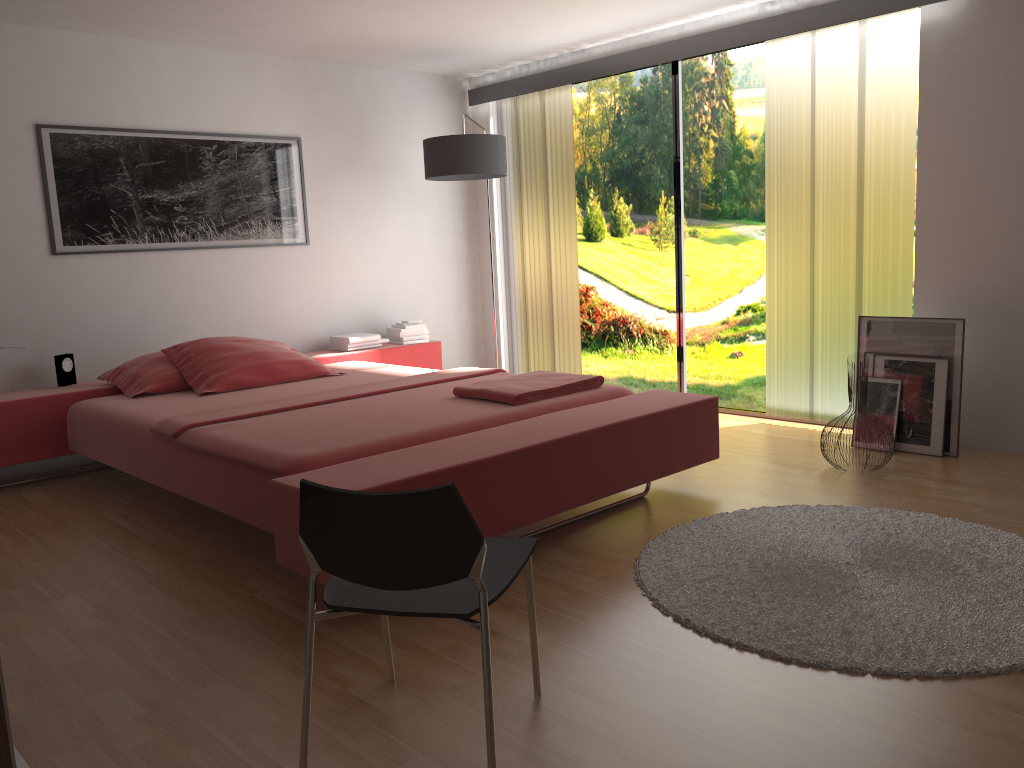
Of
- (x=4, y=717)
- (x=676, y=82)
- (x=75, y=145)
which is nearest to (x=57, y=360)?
(x=75, y=145)

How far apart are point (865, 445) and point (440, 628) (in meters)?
2.62

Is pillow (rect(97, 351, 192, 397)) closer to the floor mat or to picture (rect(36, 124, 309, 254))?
picture (rect(36, 124, 309, 254))

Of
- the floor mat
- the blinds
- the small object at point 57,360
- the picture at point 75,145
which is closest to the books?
the picture at point 75,145

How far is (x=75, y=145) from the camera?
4.6m

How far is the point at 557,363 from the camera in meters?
6.1

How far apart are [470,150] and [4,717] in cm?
413

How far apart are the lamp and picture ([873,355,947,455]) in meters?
2.5 m

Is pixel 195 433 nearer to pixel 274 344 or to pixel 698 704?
pixel 274 344

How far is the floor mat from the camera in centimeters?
223cm
